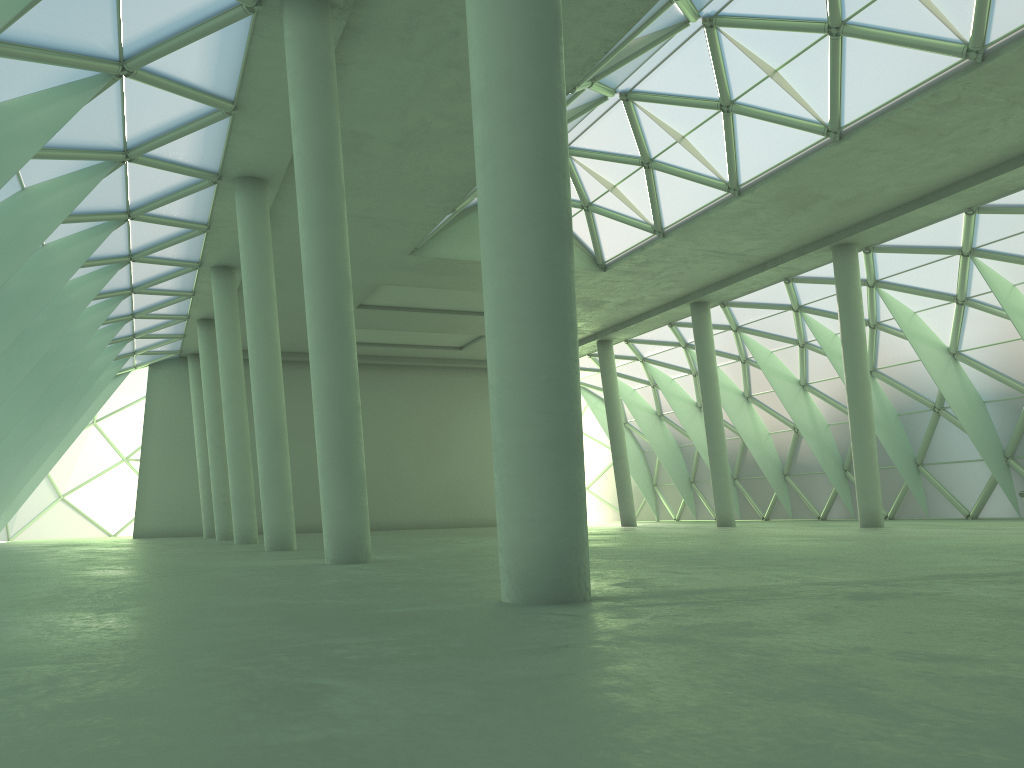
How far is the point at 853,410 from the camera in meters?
36.9 m
